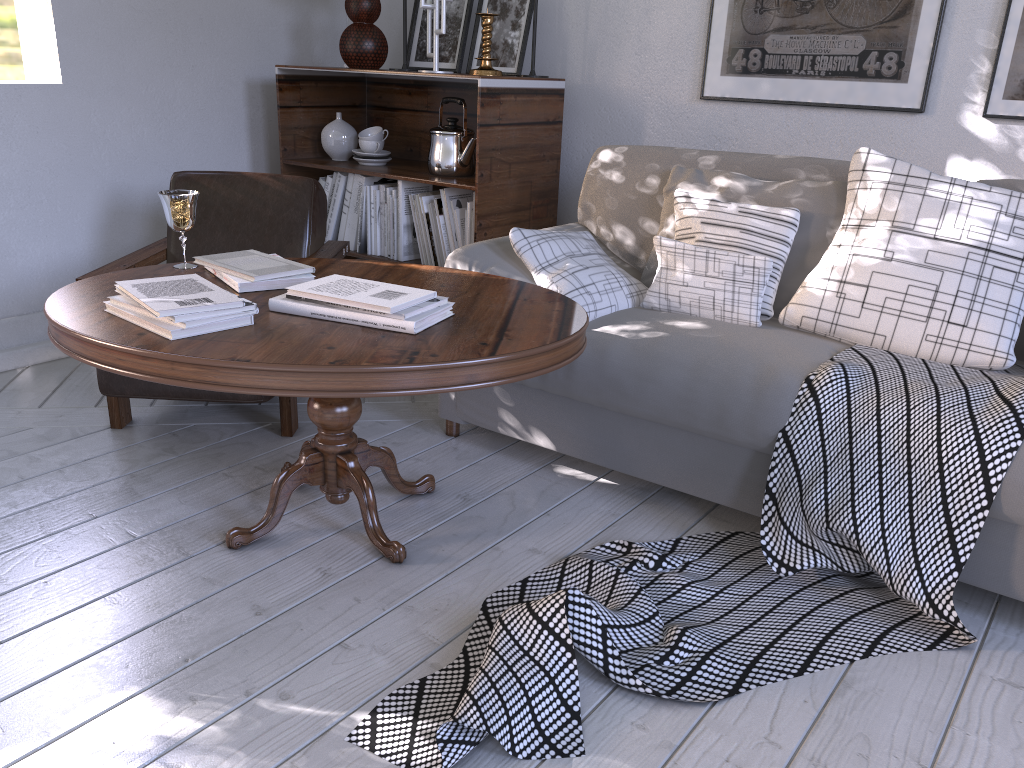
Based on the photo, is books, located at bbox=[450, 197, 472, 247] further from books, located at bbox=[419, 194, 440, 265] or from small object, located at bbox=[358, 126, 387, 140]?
small object, located at bbox=[358, 126, 387, 140]

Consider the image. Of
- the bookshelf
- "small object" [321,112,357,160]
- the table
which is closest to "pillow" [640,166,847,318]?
the table

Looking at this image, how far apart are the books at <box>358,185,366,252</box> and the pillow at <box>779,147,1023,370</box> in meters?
1.4 m

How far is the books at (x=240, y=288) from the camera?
1.6 meters

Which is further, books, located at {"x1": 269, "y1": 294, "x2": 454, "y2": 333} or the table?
books, located at {"x1": 269, "y1": 294, "x2": 454, "y2": 333}

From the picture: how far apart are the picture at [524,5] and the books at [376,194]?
0.5m

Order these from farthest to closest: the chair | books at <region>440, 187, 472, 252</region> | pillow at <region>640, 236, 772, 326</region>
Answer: books at <region>440, 187, 472, 252</region>, the chair, pillow at <region>640, 236, 772, 326</region>

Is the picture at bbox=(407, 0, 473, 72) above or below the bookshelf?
above

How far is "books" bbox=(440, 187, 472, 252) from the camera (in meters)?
2.54

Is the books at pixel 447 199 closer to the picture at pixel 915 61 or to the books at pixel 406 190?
the books at pixel 406 190
